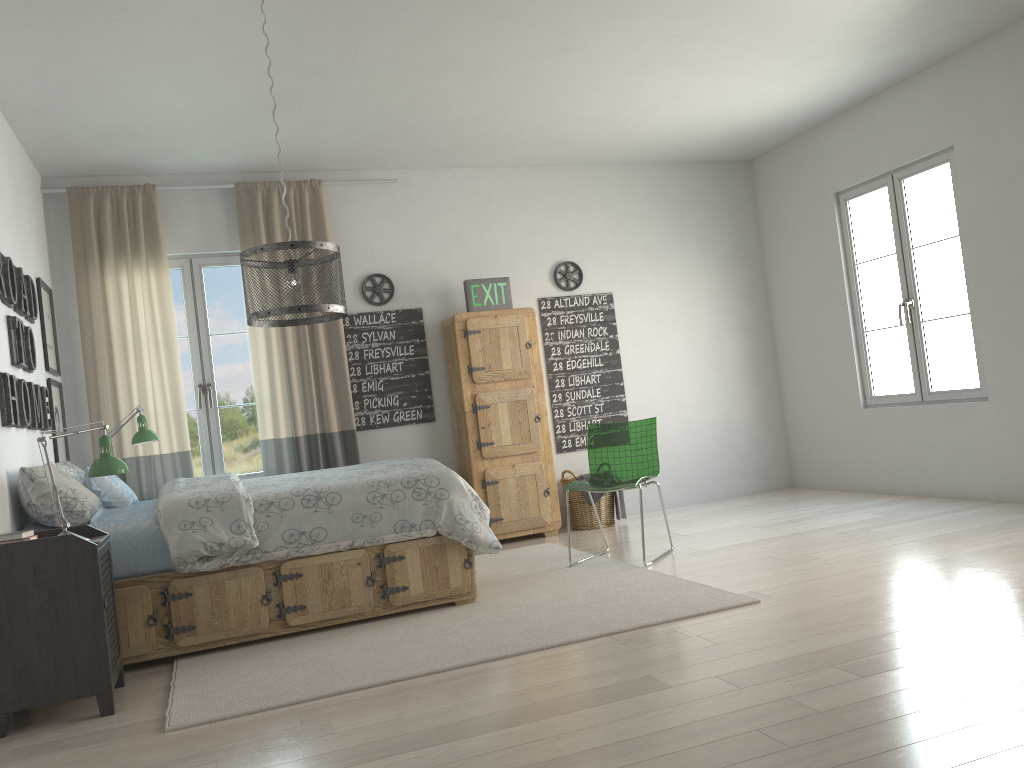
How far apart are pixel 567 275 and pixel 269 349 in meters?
2.2

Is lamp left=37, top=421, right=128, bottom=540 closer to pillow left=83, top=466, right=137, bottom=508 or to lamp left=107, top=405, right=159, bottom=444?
pillow left=83, top=466, right=137, bottom=508

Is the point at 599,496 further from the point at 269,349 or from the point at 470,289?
the point at 269,349

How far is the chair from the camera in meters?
4.9 m

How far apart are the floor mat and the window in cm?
161

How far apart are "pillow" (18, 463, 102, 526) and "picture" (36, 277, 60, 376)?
1.2m

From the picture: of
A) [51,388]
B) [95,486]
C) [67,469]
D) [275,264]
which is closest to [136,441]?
[51,388]

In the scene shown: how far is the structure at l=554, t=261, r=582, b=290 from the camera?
6.6m

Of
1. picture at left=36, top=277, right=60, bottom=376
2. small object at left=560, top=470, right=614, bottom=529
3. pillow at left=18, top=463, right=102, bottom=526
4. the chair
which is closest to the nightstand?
pillow at left=18, top=463, right=102, bottom=526

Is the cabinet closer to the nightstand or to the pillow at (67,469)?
the pillow at (67,469)
